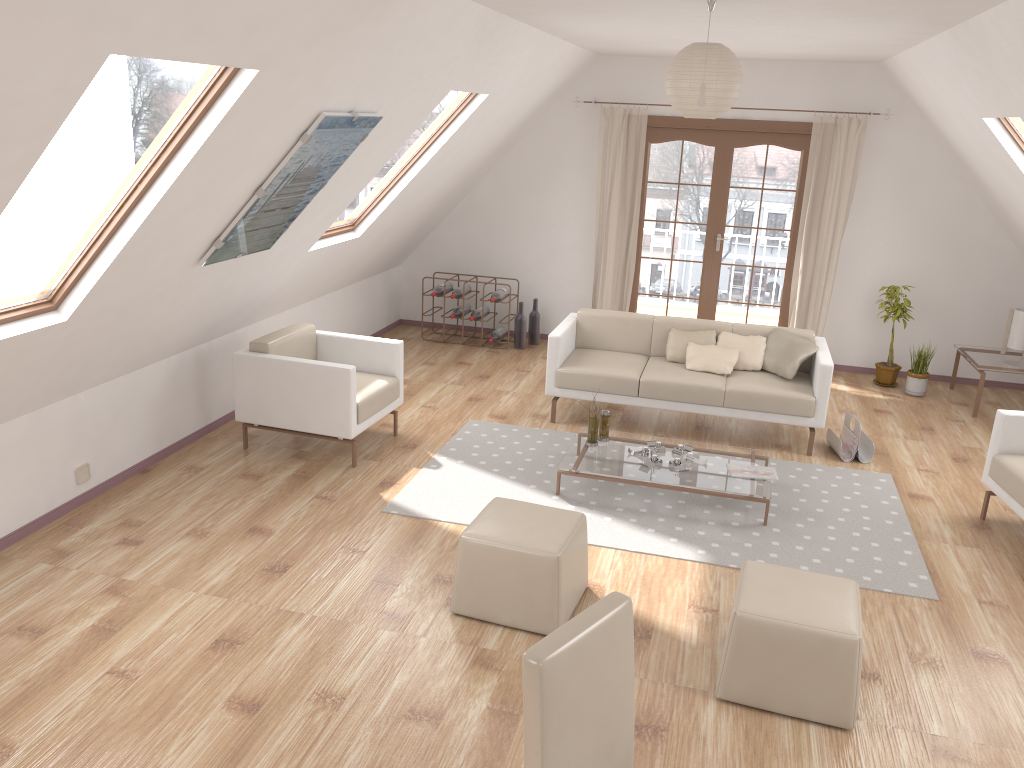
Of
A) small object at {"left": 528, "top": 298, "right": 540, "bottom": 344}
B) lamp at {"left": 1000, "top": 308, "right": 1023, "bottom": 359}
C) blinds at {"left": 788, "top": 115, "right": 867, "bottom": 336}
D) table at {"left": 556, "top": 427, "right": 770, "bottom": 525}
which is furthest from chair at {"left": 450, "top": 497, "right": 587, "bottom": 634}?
lamp at {"left": 1000, "top": 308, "right": 1023, "bottom": 359}

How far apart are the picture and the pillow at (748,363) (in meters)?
3.01

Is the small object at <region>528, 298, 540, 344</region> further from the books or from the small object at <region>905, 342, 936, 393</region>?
the books

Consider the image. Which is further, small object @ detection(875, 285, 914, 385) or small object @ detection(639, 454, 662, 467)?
small object @ detection(875, 285, 914, 385)

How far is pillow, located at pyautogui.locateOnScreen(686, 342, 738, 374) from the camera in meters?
6.1 m

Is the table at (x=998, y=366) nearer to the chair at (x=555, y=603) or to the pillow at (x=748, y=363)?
the pillow at (x=748, y=363)

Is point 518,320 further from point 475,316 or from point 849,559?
point 849,559

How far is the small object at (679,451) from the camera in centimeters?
526cm

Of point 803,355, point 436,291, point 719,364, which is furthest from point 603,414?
point 436,291

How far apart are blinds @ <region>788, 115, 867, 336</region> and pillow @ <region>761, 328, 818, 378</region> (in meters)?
1.62
